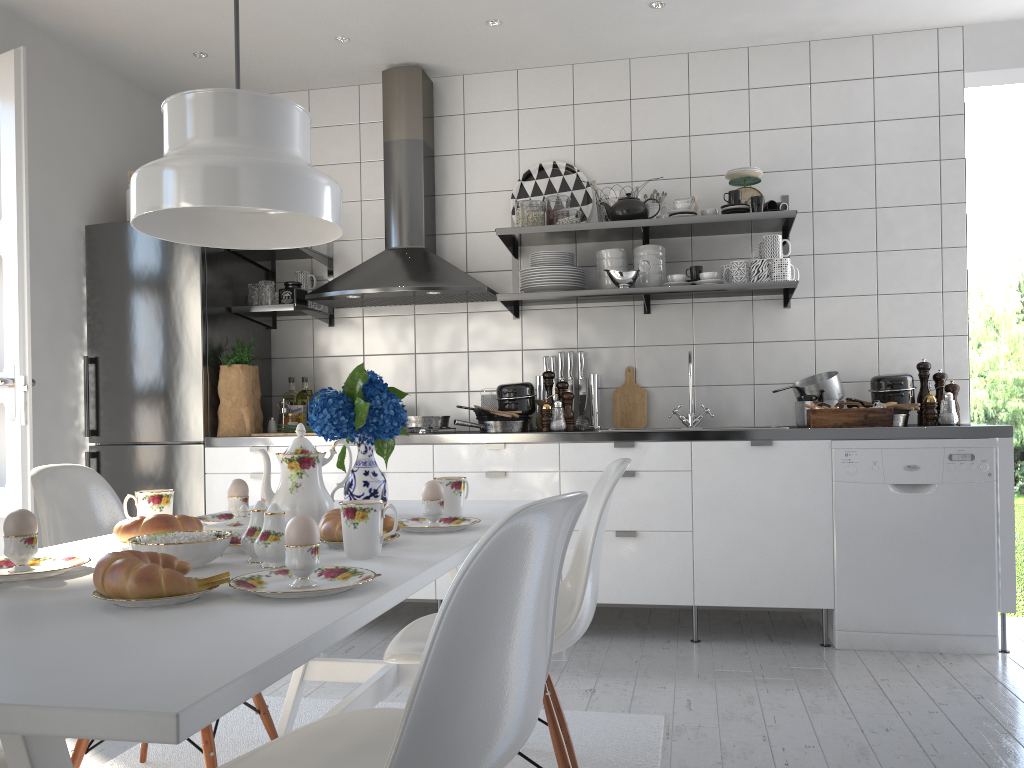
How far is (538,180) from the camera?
4.3m

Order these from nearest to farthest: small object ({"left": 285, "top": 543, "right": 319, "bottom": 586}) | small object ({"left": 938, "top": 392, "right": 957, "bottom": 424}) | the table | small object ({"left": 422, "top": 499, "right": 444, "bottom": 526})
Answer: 1. the table
2. small object ({"left": 285, "top": 543, "right": 319, "bottom": 586})
3. small object ({"left": 422, "top": 499, "right": 444, "bottom": 526})
4. small object ({"left": 938, "top": 392, "right": 957, "bottom": 424})

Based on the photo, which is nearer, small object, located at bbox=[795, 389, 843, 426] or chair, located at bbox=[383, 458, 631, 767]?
chair, located at bbox=[383, 458, 631, 767]

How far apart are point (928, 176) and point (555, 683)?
2.7m

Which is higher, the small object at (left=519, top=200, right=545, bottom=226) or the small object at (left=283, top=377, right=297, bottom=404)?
the small object at (left=519, top=200, right=545, bottom=226)

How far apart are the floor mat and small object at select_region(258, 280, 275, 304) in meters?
1.9

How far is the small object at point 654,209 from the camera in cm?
402

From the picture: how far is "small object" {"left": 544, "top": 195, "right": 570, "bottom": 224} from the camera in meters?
Answer: 4.0

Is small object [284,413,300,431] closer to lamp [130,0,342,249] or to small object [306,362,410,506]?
small object [306,362,410,506]

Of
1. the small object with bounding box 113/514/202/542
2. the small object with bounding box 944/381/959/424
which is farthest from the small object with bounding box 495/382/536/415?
the small object with bounding box 113/514/202/542
